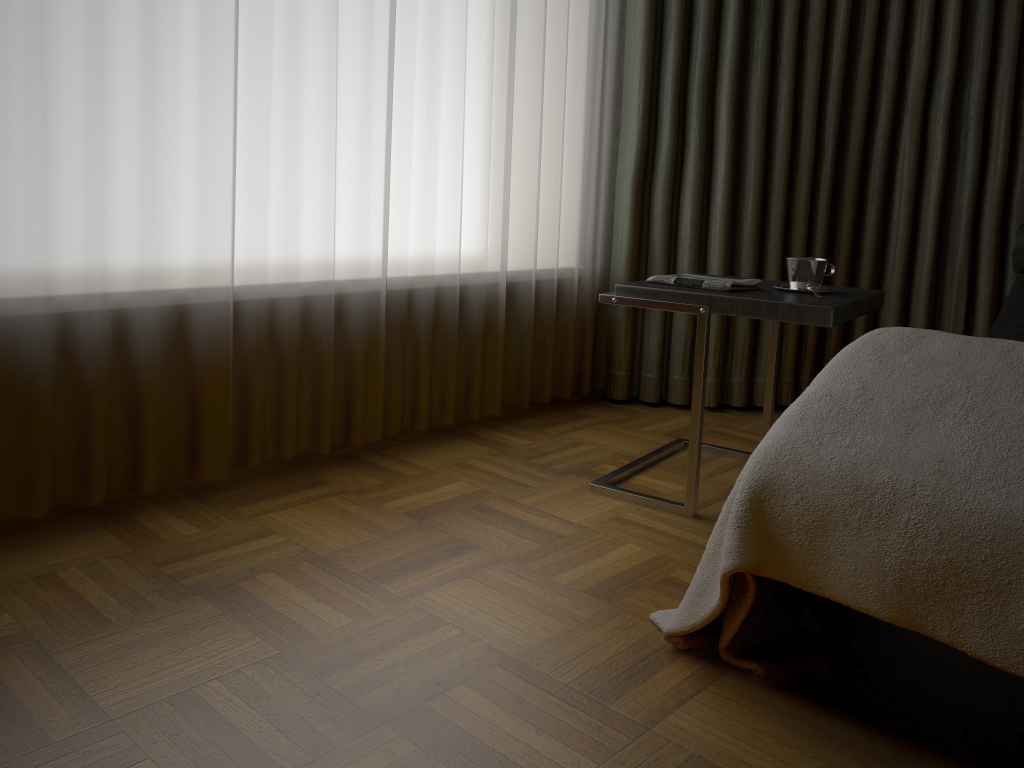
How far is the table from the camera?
1.9 meters

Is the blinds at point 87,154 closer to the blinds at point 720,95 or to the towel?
the blinds at point 720,95

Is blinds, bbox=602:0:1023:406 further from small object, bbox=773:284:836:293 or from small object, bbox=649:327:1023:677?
small object, bbox=649:327:1023:677

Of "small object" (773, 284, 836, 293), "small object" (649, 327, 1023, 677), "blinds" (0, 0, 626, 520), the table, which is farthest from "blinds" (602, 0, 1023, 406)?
"small object" (649, 327, 1023, 677)

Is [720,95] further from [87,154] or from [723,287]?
[87,154]

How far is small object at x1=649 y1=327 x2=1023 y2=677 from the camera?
1.1m

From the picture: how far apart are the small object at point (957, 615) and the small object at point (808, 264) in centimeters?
52cm

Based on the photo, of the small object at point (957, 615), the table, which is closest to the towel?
the table

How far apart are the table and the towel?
0.0 meters

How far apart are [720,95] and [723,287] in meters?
1.1
